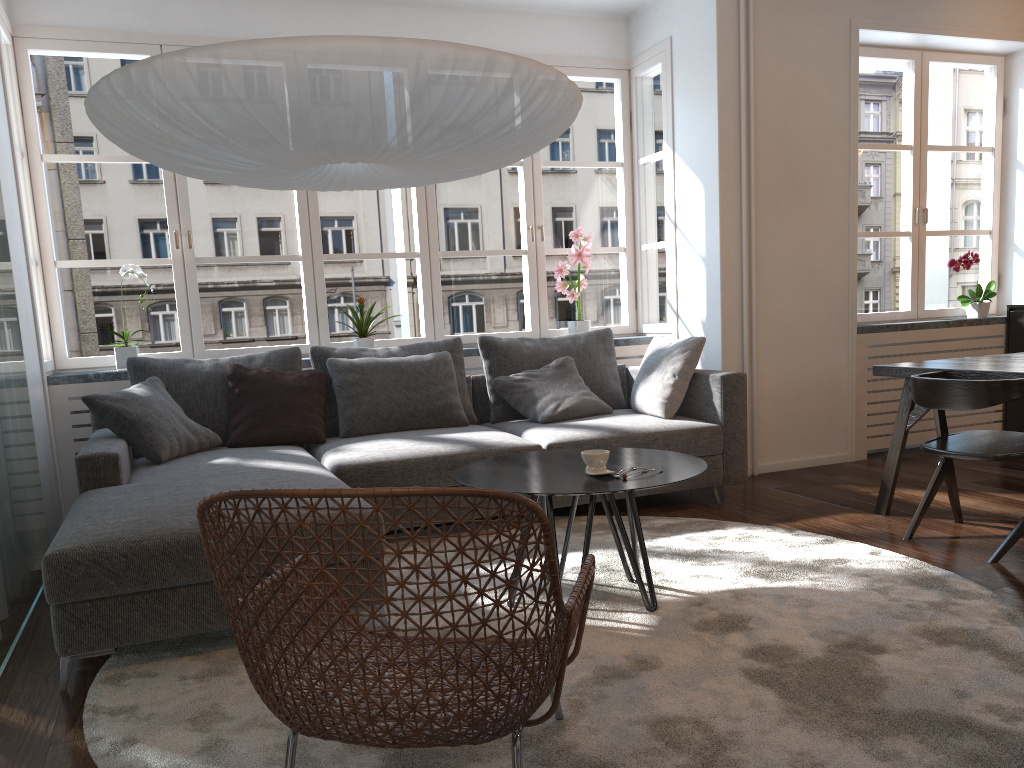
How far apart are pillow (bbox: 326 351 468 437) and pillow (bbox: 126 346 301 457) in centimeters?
17cm

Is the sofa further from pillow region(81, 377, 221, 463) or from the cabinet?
the cabinet

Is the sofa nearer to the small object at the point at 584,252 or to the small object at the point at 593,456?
the small object at the point at 584,252

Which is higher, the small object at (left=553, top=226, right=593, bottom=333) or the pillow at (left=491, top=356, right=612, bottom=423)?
the small object at (left=553, top=226, right=593, bottom=333)

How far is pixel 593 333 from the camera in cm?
512

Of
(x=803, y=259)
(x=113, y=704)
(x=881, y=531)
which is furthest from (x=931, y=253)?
(x=113, y=704)

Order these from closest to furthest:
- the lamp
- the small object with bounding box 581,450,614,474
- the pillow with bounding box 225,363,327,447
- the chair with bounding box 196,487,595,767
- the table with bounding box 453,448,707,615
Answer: the chair with bounding box 196,487,595,767 → the lamp → the table with bounding box 453,448,707,615 → the small object with bounding box 581,450,614,474 → the pillow with bounding box 225,363,327,447

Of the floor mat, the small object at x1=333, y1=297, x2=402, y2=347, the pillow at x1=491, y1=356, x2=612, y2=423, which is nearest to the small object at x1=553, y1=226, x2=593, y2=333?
the pillow at x1=491, y1=356, x2=612, y2=423

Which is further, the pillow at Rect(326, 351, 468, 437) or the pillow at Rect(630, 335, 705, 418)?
the pillow at Rect(630, 335, 705, 418)

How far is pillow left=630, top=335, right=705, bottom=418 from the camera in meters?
4.5 m
